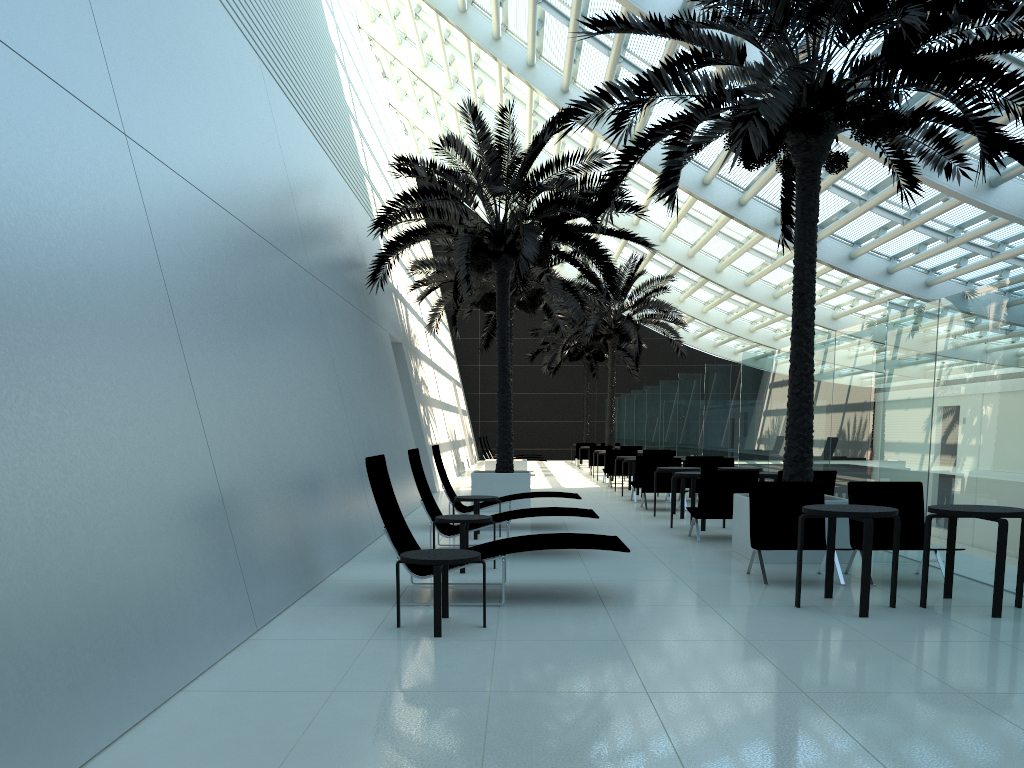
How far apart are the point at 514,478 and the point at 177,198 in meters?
8.9 m

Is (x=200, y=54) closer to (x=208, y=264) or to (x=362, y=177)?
(x=208, y=264)

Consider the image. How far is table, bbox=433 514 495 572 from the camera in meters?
8.2

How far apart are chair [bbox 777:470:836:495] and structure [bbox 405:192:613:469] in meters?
9.6 m

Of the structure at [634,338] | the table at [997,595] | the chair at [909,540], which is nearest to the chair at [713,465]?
the chair at [909,540]

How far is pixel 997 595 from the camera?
6.2 meters

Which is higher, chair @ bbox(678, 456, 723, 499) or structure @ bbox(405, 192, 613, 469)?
structure @ bbox(405, 192, 613, 469)

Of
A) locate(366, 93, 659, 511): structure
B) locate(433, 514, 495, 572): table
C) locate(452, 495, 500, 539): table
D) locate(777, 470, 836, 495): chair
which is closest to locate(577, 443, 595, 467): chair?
locate(366, 93, 659, 511): structure

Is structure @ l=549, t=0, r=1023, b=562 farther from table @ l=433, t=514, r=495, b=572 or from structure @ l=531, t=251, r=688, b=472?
structure @ l=531, t=251, r=688, b=472

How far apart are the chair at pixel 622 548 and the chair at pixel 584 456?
25.2m
